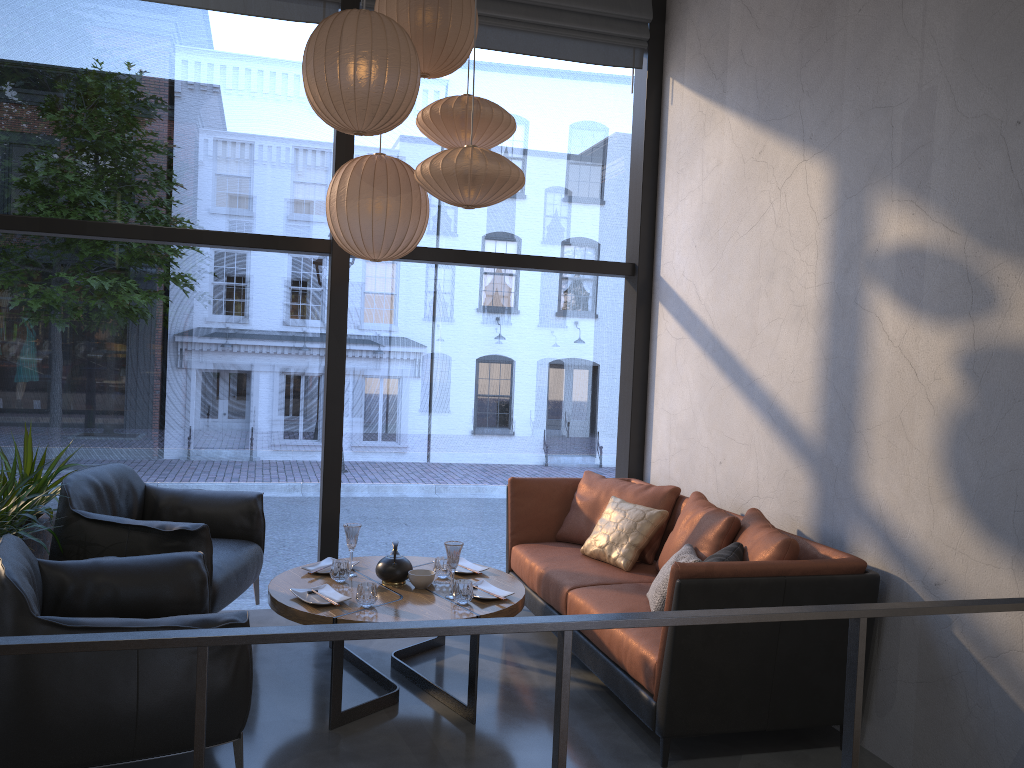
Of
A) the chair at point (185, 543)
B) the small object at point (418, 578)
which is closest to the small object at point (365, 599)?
the small object at point (418, 578)

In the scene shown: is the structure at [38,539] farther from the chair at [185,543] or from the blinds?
the blinds

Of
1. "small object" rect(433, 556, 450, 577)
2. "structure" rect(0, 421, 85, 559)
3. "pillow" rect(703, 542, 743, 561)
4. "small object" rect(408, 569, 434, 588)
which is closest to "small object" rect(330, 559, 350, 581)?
"small object" rect(408, 569, 434, 588)

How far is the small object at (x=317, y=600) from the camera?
3.51m

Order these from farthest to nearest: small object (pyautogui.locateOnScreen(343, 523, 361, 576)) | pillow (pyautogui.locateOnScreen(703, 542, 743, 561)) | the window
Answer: the window
small object (pyautogui.locateOnScreen(343, 523, 361, 576))
pillow (pyautogui.locateOnScreen(703, 542, 743, 561))

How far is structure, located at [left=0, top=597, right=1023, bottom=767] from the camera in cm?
171

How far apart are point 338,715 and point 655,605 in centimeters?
130cm

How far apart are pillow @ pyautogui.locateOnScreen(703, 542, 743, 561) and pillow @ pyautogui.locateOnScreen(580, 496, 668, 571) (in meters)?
0.94

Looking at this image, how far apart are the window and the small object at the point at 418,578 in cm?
139

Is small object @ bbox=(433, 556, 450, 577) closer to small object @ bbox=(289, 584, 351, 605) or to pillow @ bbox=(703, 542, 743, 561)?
small object @ bbox=(289, 584, 351, 605)
